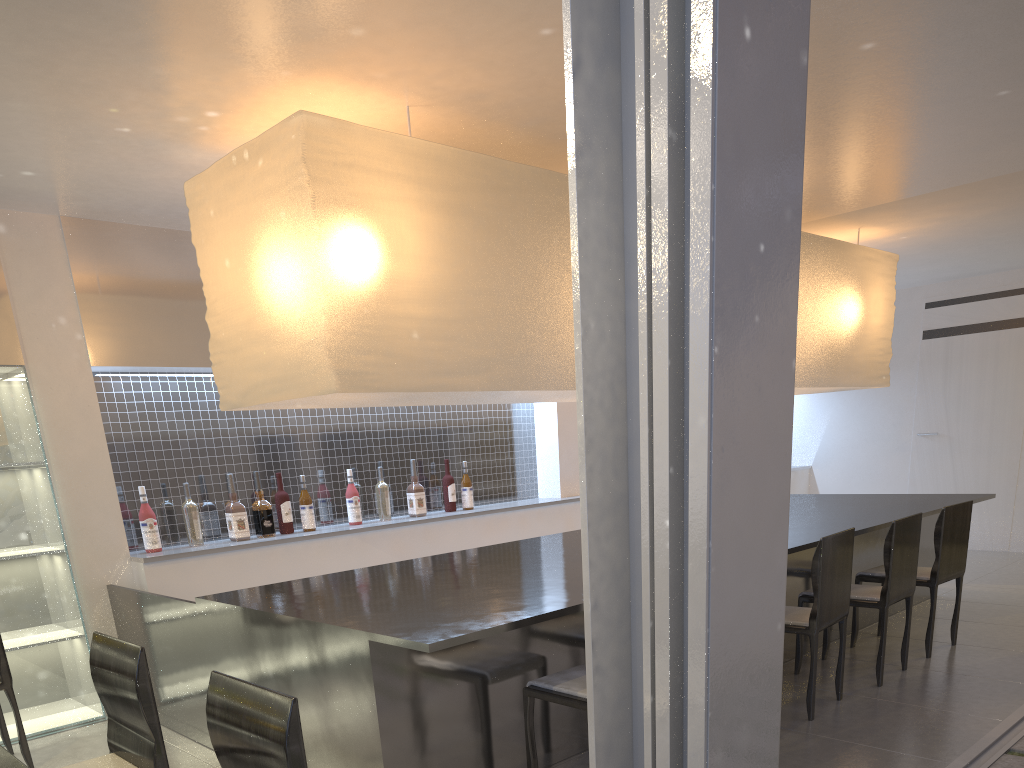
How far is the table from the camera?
0.93m

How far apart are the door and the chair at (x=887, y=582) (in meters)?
Answer: 2.26

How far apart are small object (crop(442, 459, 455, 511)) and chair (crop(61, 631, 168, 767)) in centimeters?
186cm

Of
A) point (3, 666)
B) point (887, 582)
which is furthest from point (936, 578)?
point (3, 666)

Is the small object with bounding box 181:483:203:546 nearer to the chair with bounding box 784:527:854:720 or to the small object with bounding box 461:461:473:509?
the small object with bounding box 461:461:473:509

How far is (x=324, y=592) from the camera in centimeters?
172cm

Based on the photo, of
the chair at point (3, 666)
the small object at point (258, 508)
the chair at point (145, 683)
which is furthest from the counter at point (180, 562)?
the chair at point (145, 683)

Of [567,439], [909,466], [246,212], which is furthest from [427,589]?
[909,466]

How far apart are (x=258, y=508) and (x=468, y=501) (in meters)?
0.84

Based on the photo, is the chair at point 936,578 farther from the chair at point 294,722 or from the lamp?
the chair at point 294,722
